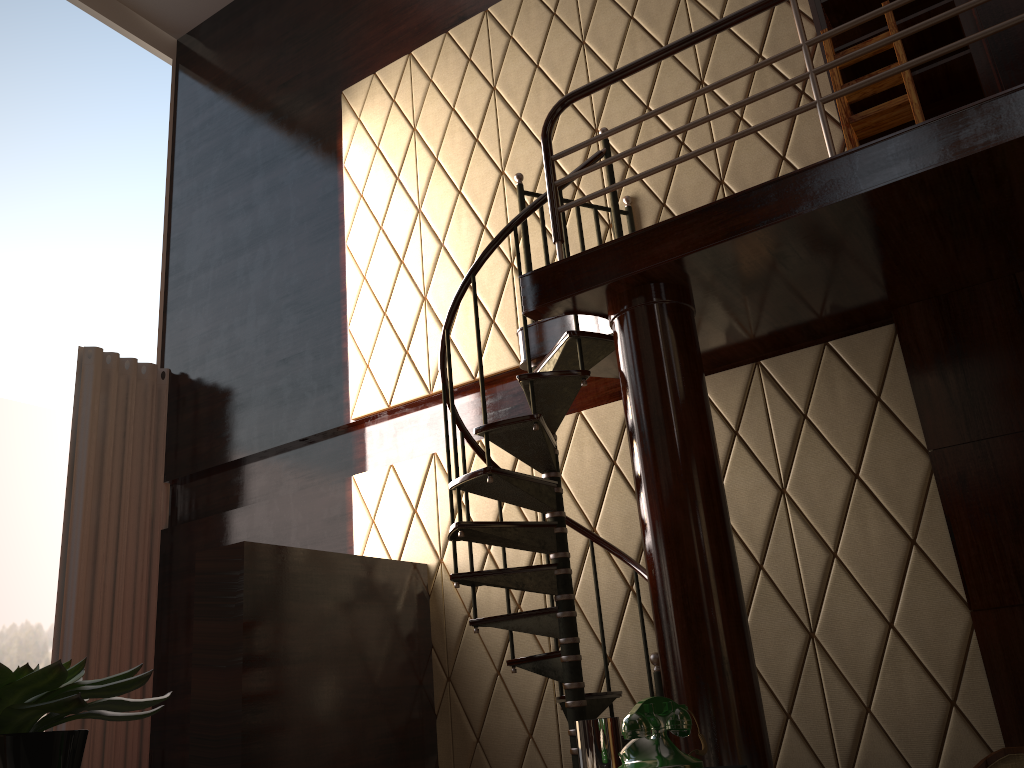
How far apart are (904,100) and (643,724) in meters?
2.8 m

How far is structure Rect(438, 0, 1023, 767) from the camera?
2.8m

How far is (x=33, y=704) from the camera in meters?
0.6 m

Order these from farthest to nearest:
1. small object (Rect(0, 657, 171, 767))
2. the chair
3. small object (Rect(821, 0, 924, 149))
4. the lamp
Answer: small object (Rect(821, 0, 924, 149)) → the chair → the lamp → small object (Rect(0, 657, 171, 767))

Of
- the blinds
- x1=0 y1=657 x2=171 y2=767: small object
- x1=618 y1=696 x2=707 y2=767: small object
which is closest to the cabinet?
x1=618 y1=696 x2=707 y2=767: small object

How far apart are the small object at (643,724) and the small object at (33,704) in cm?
98

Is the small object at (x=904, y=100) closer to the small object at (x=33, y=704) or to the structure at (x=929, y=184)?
the structure at (x=929, y=184)

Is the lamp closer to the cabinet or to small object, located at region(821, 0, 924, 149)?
small object, located at region(821, 0, 924, 149)

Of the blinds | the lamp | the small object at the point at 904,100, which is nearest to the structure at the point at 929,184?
the small object at the point at 904,100

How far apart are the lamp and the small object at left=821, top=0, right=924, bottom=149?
2.5m
